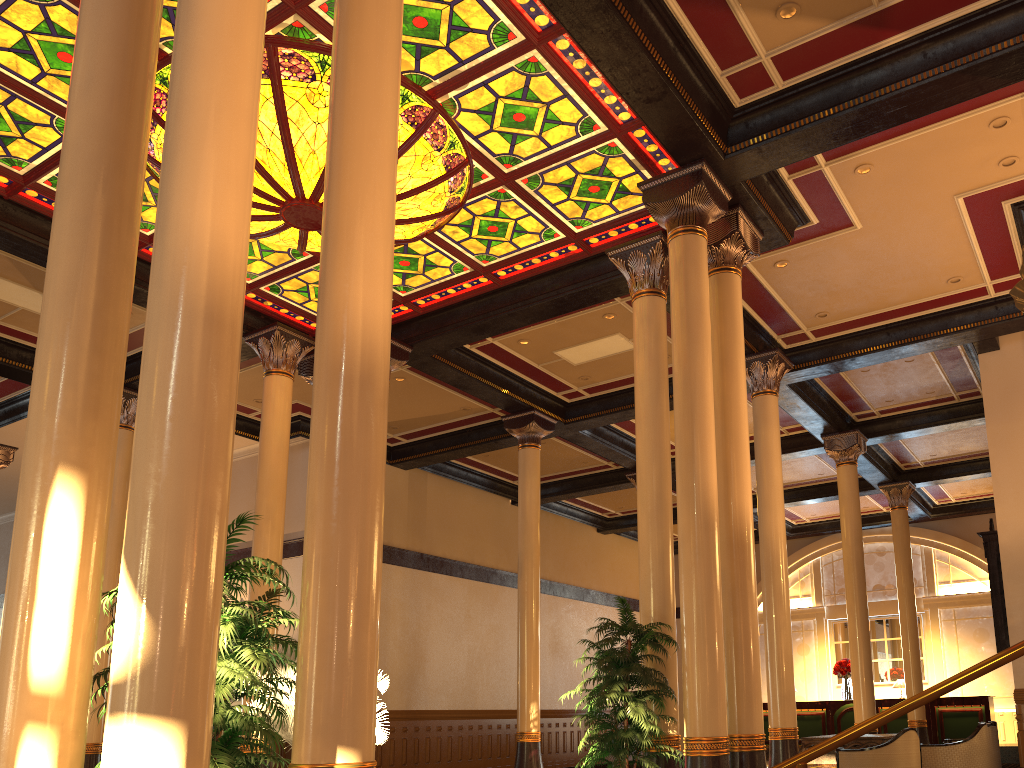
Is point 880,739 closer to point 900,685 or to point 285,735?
point 285,735

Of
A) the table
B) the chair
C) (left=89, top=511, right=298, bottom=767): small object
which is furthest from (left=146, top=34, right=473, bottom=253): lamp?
the table

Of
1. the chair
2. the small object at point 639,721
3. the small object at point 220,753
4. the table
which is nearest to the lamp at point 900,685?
the table

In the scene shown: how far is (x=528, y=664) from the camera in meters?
12.6 m

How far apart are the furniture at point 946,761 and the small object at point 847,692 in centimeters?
793cm

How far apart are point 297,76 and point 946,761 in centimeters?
983cm

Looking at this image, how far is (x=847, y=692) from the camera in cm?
1921

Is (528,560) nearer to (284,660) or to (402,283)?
(402,283)

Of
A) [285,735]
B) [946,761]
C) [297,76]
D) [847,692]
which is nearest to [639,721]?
[285,735]

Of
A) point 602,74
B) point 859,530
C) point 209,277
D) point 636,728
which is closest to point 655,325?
point 602,74
